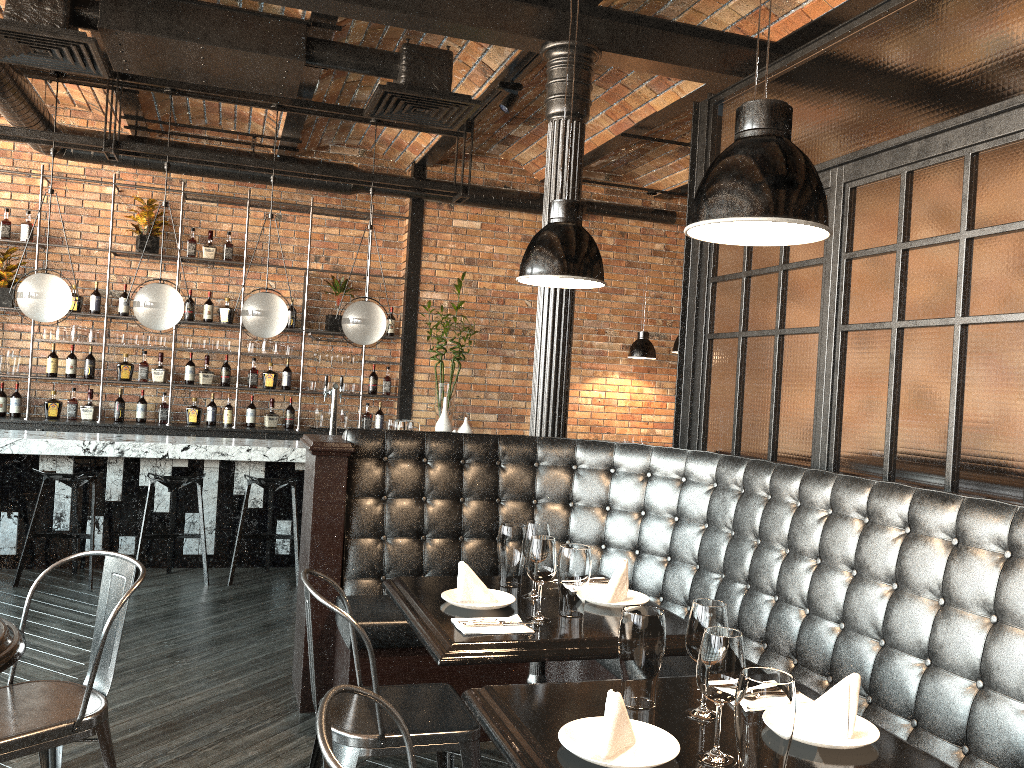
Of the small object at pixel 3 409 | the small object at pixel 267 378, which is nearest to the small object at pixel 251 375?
the small object at pixel 267 378

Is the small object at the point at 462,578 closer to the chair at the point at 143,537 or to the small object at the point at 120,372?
the chair at the point at 143,537

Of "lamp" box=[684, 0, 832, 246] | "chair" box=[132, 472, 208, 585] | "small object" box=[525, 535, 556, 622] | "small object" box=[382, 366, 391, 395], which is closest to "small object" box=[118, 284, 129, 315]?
"small object" box=[382, 366, 391, 395]

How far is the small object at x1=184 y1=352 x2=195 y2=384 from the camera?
8.1m

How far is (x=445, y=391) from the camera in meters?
8.2

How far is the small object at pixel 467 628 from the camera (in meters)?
2.46

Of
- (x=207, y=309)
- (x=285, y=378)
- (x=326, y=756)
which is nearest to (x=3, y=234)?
(x=207, y=309)

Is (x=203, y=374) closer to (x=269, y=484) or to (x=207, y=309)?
(x=207, y=309)

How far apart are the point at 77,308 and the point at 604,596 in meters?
6.5 m

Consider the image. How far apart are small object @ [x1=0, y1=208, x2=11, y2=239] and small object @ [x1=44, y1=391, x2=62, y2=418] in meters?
1.4 m
